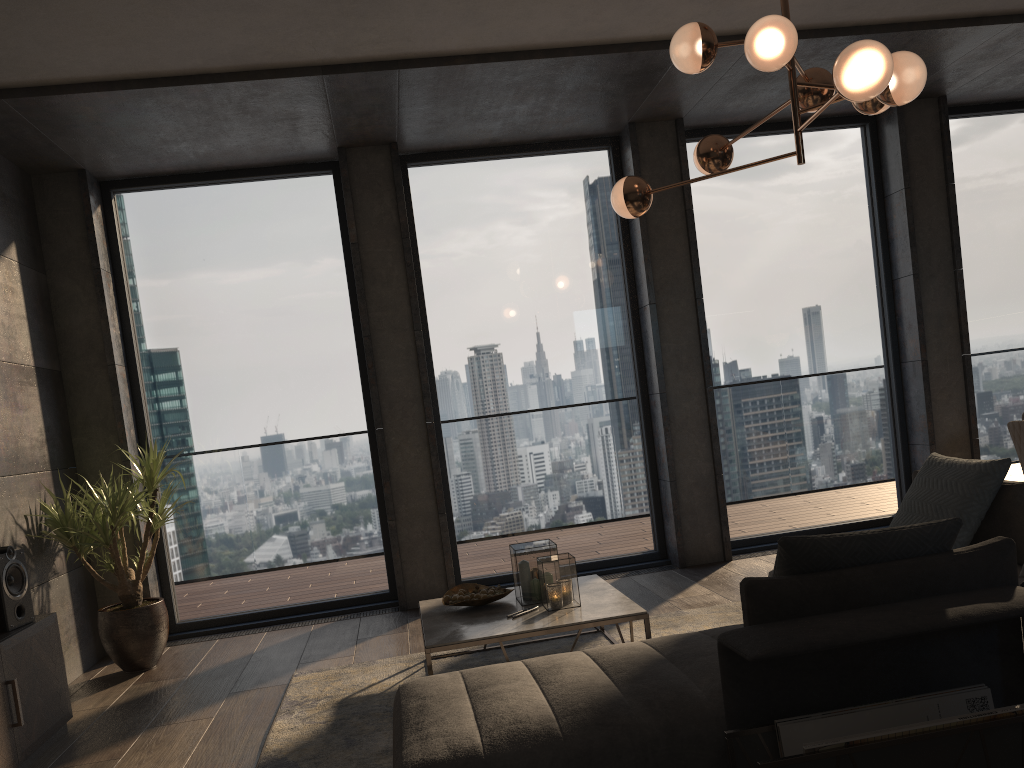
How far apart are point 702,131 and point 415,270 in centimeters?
230cm

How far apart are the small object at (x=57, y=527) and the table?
1.62m

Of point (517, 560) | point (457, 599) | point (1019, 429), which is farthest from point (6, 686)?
point (1019, 429)

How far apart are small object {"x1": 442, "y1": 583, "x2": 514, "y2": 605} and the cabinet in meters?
1.8 m

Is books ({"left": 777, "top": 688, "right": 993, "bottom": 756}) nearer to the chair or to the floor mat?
the floor mat

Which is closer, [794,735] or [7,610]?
[794,735]

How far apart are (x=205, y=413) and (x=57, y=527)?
1.3m

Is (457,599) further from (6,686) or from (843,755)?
(843,755)

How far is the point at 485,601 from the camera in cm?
397

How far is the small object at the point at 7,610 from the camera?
3.7m
